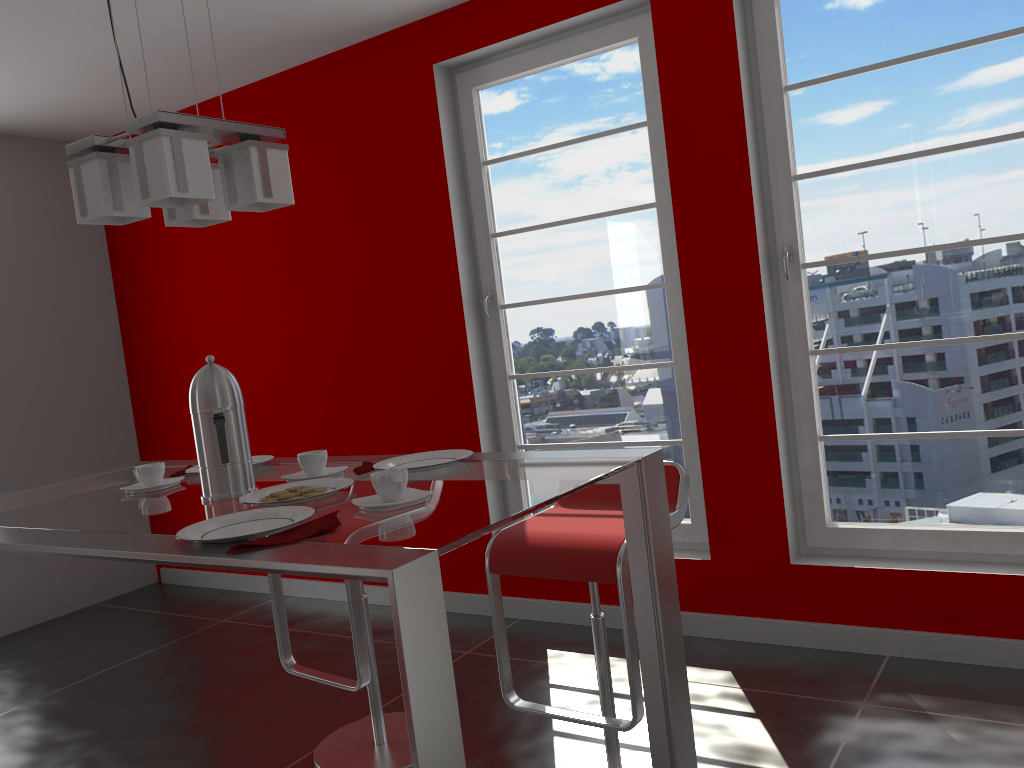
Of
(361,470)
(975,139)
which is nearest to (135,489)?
(361,470)

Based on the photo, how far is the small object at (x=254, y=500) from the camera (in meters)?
1.65

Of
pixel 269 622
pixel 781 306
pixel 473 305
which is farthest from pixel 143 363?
pixel 781 306

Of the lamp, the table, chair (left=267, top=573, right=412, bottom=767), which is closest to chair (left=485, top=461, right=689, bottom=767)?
the table

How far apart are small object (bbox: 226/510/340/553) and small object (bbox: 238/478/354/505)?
0.19m

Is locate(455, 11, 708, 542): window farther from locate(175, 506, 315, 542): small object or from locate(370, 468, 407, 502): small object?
locate(175, 506, 315, 542): small object

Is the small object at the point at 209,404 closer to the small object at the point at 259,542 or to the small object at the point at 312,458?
the small object at the point at 312,458

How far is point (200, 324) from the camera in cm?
480

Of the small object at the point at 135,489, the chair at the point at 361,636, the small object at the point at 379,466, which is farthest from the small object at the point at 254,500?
the chair at the point at 361,636

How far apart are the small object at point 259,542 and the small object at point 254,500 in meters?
0.2
